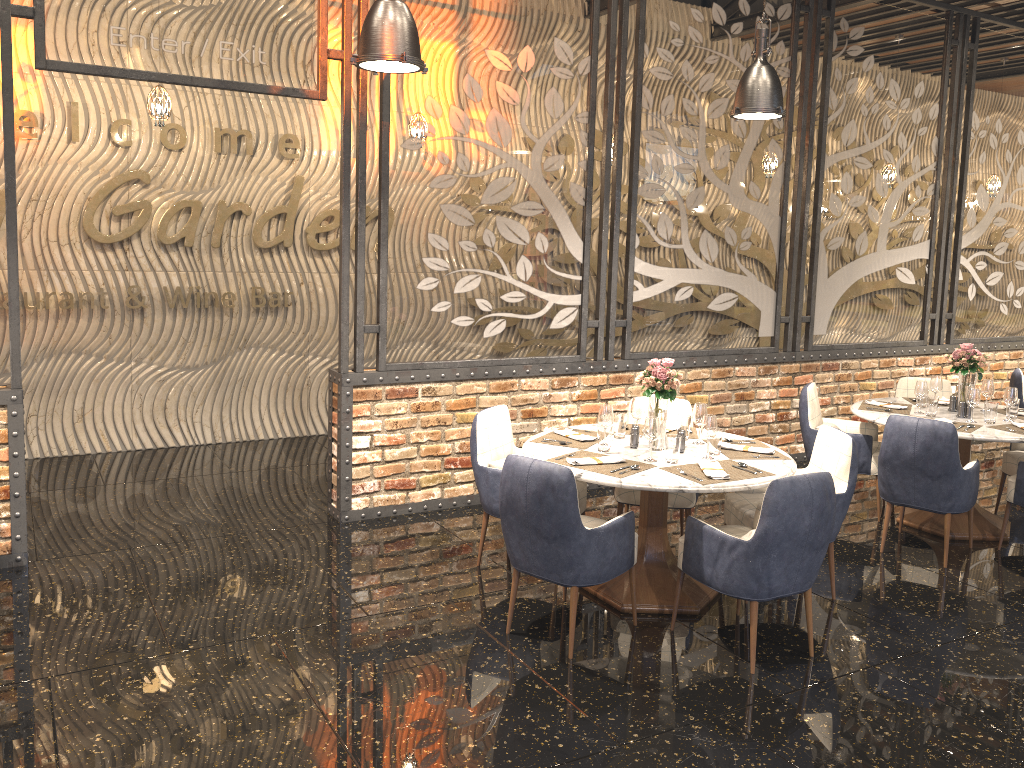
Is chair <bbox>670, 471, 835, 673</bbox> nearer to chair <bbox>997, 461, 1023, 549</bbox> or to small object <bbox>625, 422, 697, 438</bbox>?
small object <bbox>625, 422, 697, 438</bbox>

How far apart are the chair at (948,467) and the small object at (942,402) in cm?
106

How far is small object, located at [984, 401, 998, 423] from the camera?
5.5 meters

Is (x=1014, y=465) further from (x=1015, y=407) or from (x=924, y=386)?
(x=924, y=386)

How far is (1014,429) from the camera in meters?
5.4

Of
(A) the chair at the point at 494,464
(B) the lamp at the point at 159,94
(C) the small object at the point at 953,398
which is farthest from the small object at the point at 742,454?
(B) the lamp at the point at 159,94

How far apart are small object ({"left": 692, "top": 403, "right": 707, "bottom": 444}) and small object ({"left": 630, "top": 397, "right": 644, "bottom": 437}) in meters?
0.3

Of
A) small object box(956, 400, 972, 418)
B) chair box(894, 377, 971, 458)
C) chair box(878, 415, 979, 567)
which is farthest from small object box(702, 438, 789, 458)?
chair box(894, 377, 971, 458)

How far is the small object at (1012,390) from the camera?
5.62m

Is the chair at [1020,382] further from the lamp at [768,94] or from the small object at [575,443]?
the small object at [575,443]
